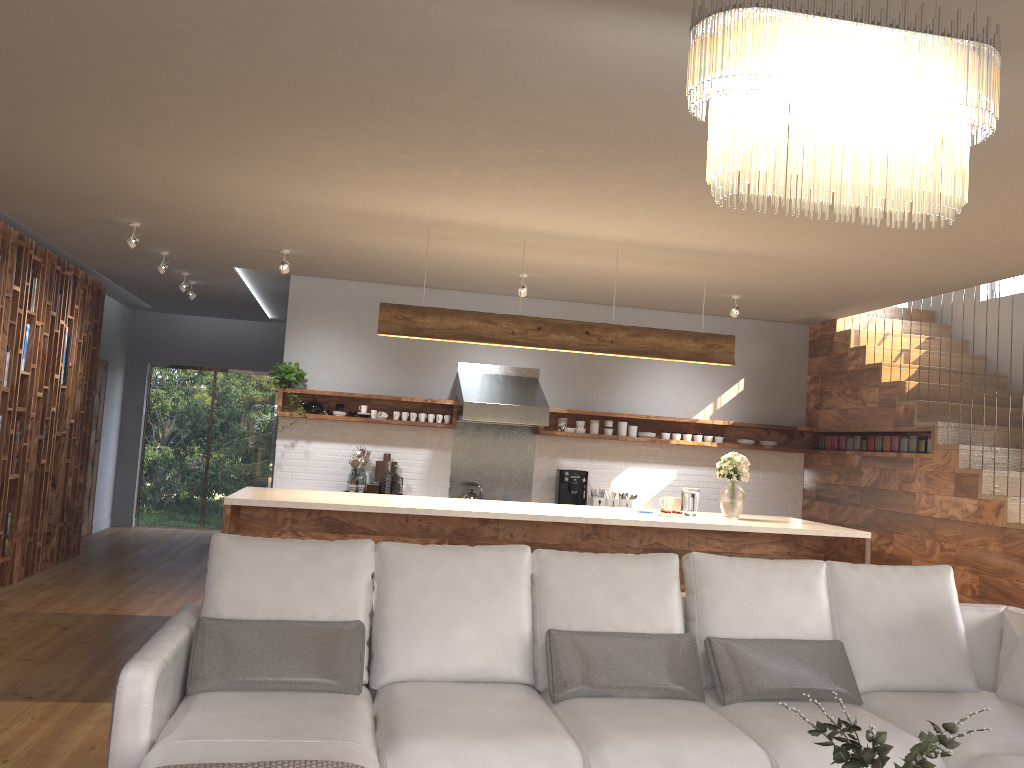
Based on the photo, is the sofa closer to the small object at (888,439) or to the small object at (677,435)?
the small object at (888,439)

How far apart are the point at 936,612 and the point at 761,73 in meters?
2.8

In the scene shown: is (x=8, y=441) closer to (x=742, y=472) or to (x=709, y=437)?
(x=742, y=472)

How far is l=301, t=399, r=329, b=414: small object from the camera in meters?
7.9 m

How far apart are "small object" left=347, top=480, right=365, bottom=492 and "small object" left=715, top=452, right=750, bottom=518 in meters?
3.3

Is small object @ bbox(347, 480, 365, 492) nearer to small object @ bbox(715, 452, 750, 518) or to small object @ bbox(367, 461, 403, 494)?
small object @ bbox(367, 461, 403, 494)

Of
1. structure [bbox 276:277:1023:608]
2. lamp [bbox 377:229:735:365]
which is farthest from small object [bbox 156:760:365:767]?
structure [bbox 276:277:1023:608]

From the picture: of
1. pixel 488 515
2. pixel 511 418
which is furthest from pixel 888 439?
pixel 488 515

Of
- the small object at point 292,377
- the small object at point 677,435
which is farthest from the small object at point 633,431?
→ the small object at point 292,377

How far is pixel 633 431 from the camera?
8.5 meters
